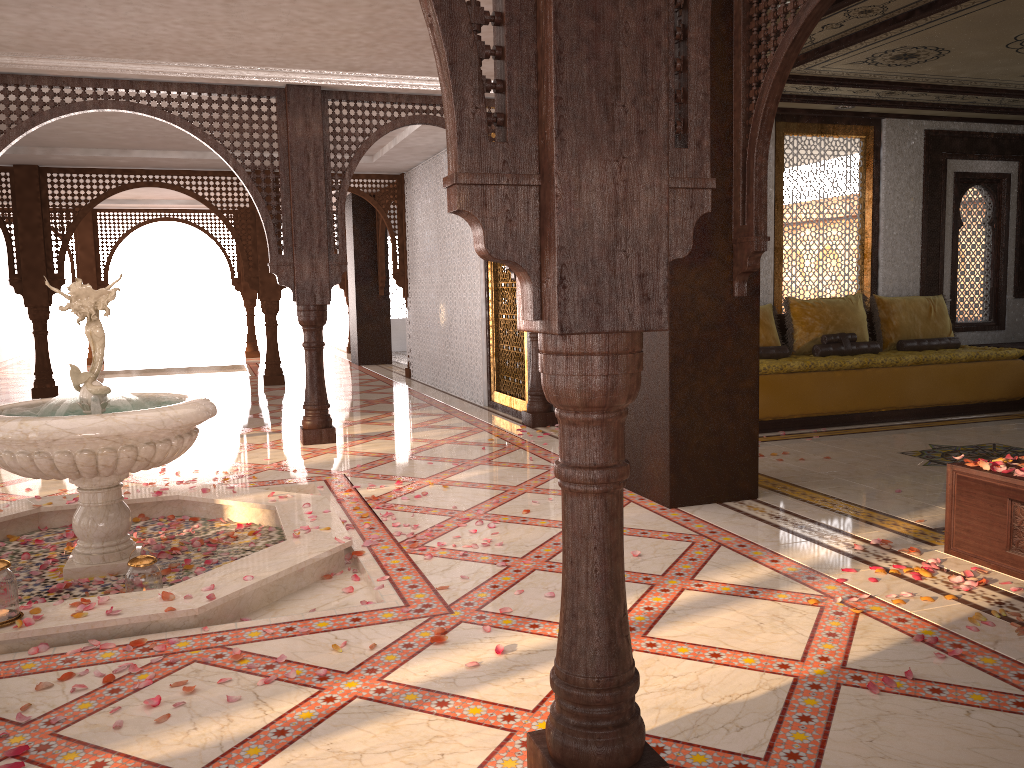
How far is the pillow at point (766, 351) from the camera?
7.8m

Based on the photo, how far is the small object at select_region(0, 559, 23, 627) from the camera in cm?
311

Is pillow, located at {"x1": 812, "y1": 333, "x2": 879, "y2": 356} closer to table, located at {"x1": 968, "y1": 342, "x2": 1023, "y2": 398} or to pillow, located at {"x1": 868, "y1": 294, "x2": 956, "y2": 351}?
pillow, located at {"x1": 868, "y1": 294, "x2": 956, "y2": 351}

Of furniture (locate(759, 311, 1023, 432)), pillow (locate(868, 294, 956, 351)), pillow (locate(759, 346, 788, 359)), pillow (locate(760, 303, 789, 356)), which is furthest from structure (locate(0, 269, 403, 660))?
pillow (locate(868, 294, 956, 351))

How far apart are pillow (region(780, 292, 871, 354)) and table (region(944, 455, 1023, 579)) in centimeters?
419cm

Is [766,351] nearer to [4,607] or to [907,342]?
[907,342]

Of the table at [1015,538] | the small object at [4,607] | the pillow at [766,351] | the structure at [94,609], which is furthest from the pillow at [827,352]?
the small object at [4,607]

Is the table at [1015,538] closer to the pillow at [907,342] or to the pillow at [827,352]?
the pillow at [827,352]

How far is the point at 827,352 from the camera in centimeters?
797cm

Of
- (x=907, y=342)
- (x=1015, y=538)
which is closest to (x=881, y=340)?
(x=907, y=342)
